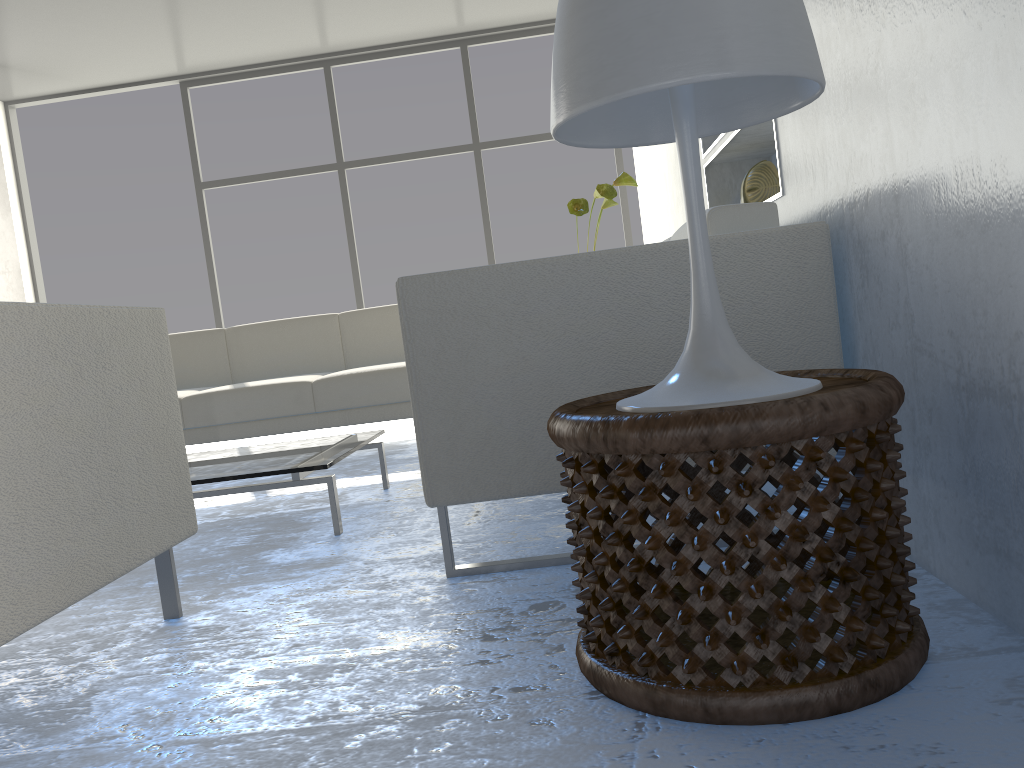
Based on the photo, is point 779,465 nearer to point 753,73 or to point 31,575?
point 753,73

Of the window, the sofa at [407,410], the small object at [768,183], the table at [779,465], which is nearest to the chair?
the table at [779,465]

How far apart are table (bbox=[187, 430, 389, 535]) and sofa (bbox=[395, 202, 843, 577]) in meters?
0.6 m

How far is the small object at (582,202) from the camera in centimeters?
346cm

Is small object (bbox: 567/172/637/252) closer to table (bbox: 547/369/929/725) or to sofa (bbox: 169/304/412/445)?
sofa (bbox: 169/304/412/445)

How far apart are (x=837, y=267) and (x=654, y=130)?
0.57m

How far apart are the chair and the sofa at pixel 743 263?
0.4m

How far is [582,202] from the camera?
3.5m

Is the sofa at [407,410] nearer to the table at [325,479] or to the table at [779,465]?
the table at [325,479]

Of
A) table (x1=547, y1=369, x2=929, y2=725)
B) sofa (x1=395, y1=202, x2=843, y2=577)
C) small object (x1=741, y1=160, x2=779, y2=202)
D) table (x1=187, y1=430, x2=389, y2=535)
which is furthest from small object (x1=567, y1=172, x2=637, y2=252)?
table (x1=547, y1=369, x2=929, y2=725)
